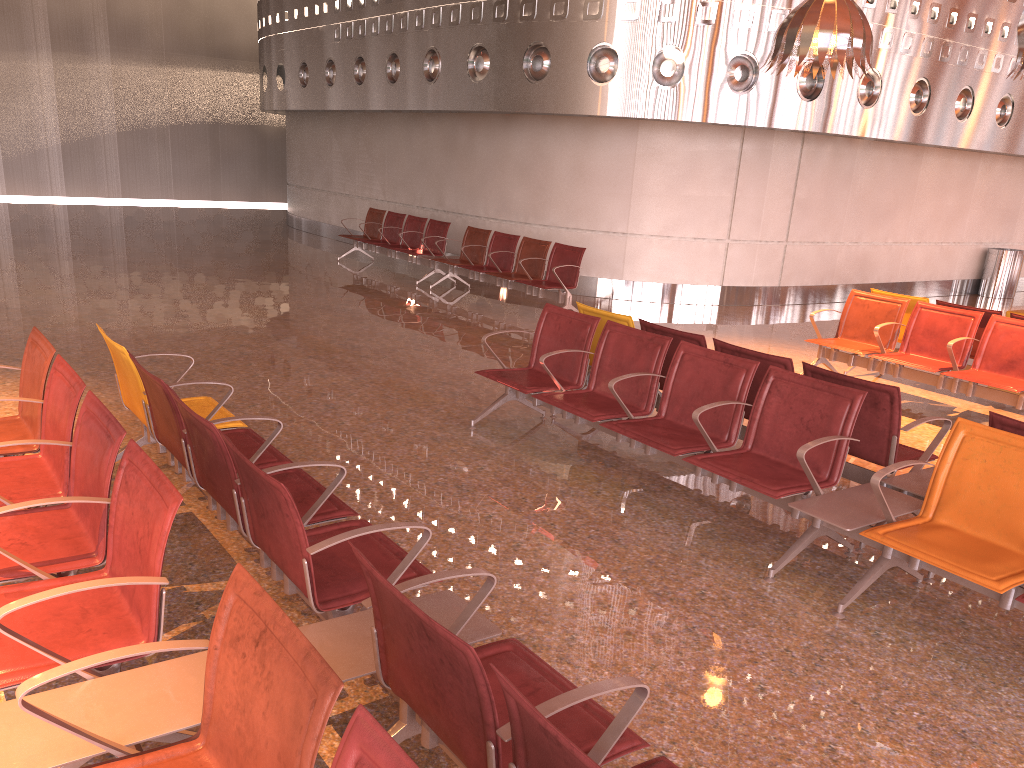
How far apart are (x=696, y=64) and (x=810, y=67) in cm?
328

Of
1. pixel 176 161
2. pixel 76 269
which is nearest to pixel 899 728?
pixel 76 269

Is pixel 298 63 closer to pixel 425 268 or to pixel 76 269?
pixel 425 268
